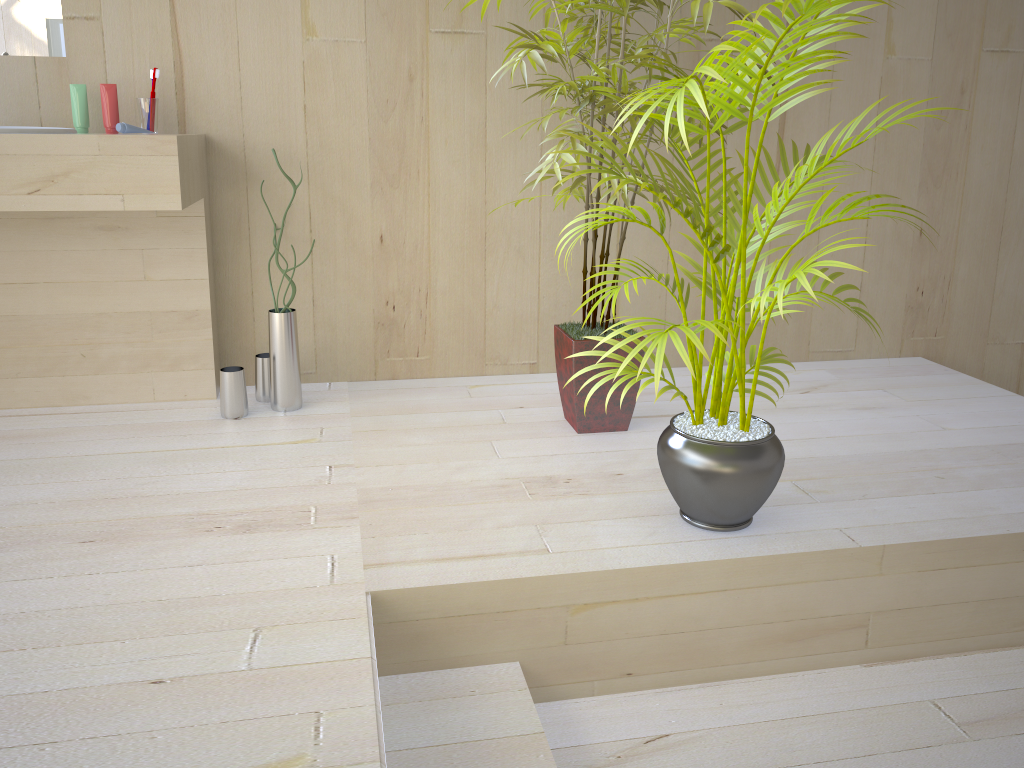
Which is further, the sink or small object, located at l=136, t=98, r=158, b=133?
small object, located at l=136, t=98, r=158, b=133

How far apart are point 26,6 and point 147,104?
0.4 meters

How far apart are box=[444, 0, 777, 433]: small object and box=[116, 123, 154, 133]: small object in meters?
1.0 m

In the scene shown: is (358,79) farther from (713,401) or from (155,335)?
(713,401)

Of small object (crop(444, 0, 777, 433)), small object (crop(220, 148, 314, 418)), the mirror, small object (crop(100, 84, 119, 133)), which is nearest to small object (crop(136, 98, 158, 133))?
small object (crop(100, 84, 119, 133))

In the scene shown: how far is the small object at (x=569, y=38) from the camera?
2.08m

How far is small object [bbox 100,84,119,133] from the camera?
2.4 meters

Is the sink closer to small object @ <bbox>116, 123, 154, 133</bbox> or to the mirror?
small object @ <bbox>116, 123, 154, 133</bbox>

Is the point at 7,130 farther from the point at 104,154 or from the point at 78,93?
the point at 78,93

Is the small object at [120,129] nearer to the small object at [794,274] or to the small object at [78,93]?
the small object at [78,93]
